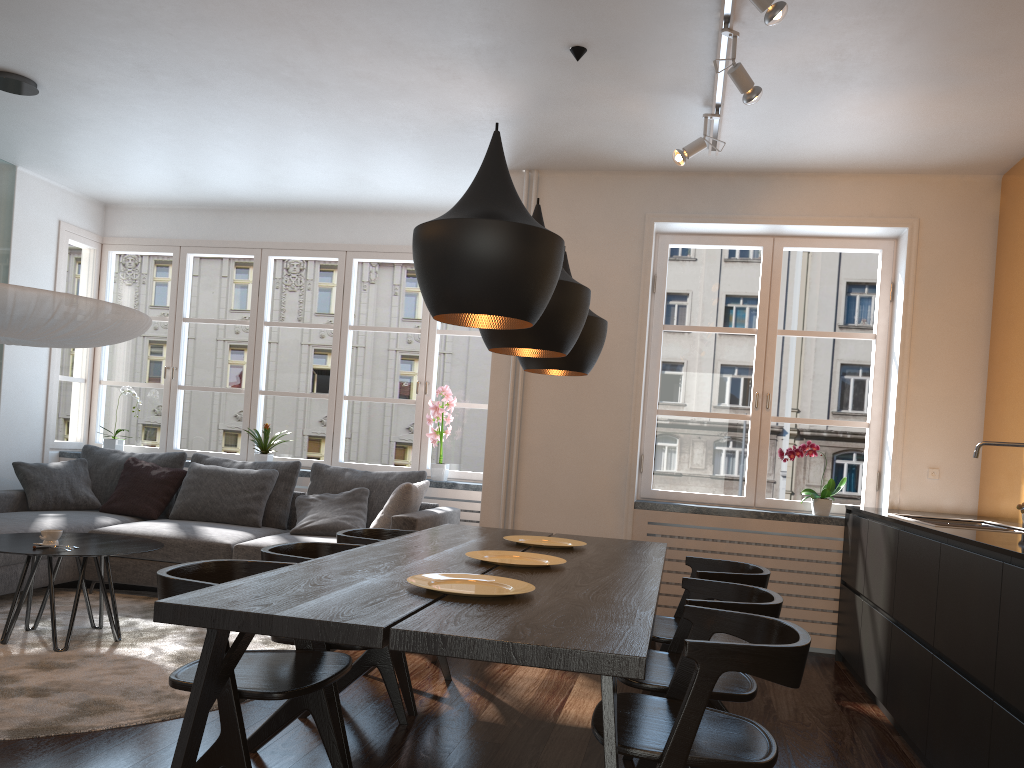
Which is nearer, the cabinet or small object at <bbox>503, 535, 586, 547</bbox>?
the cabinet

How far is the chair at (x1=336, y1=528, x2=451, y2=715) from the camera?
3.41m

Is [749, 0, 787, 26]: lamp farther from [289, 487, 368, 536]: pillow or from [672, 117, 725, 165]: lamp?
[289, 487, 368, 536]: pillow

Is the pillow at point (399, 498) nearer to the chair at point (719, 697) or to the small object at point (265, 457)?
the small object at point (265, 457)

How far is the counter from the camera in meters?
2.7 m

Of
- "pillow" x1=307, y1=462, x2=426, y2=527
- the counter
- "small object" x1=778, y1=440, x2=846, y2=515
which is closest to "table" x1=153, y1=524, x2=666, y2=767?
the counter

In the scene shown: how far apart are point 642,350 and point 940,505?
1.88m

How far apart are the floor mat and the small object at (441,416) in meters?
2.0 m

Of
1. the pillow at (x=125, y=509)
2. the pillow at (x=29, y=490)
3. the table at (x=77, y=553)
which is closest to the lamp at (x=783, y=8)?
the table at (x=77, y=553)

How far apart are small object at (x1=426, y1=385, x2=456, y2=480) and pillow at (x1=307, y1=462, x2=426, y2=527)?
0.4 meters
